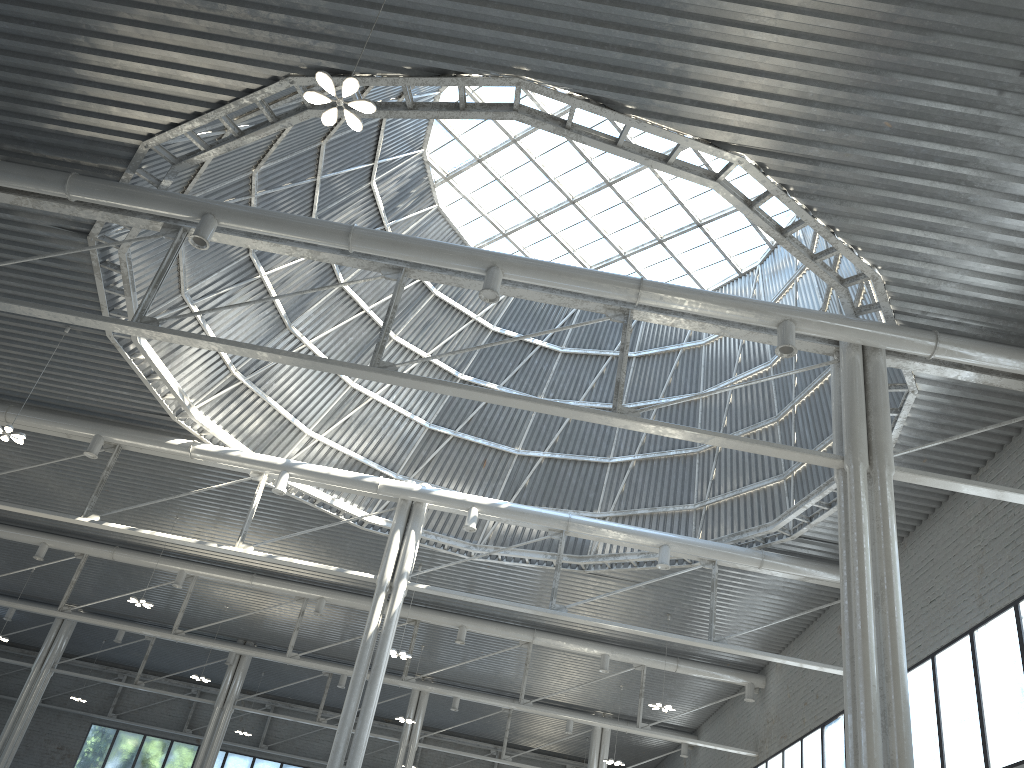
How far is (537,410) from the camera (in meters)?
19.86
